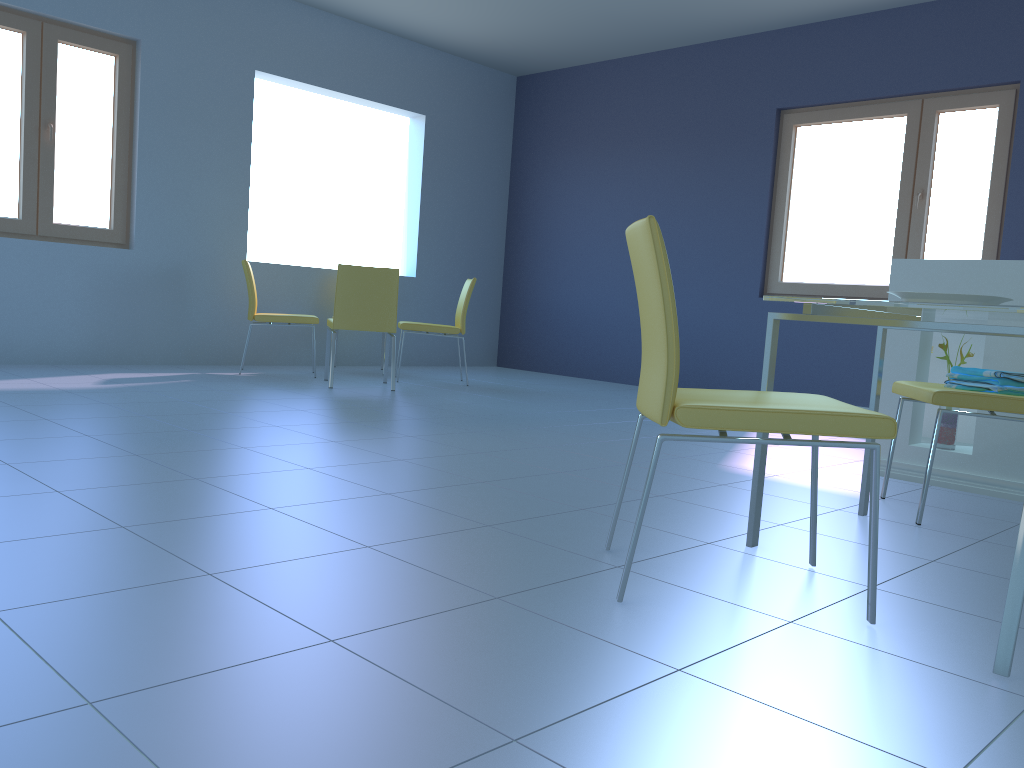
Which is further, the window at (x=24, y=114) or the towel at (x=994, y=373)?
the window at (x=24, y=114)

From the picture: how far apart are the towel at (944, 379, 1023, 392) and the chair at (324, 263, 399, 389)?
3.2m

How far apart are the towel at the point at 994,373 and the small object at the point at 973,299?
0.8m

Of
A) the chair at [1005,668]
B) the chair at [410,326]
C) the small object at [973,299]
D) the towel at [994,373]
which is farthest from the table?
the chair at [410,326]

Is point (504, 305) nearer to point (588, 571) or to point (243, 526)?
point (243, 526)

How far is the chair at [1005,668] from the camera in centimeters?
138cm

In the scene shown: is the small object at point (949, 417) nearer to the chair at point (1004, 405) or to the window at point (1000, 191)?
the chair at point (1004, 405)

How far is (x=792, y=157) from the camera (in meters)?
5.92

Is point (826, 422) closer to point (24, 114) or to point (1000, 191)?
point (1000, 191)

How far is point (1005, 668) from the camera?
1.38m
